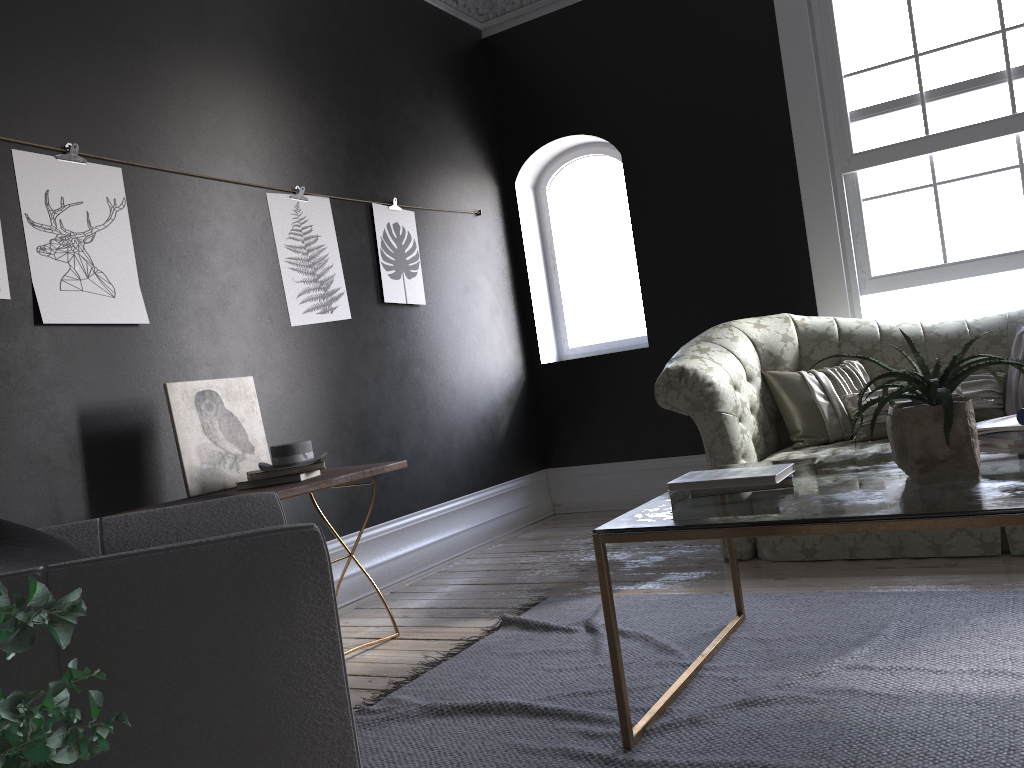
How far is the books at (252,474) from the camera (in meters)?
3.33

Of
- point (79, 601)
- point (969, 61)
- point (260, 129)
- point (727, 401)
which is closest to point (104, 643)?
point (79, 601)

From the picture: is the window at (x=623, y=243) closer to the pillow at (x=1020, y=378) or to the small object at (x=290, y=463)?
the pillow at (x=1020, y=378)

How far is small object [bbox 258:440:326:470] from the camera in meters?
3.4

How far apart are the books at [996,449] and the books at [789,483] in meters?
0.5 m

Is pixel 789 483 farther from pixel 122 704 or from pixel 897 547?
pixel 122 704

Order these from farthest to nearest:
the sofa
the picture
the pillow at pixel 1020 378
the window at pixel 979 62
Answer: the window at pixel 979 62
the pillow at pixel 1020 378
the sofa
the picture

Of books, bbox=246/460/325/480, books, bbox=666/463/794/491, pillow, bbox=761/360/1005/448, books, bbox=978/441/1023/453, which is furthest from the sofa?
books, bbox=246/460/325/480

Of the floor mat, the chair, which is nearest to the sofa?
the floor mat

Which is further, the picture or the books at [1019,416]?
the picture
